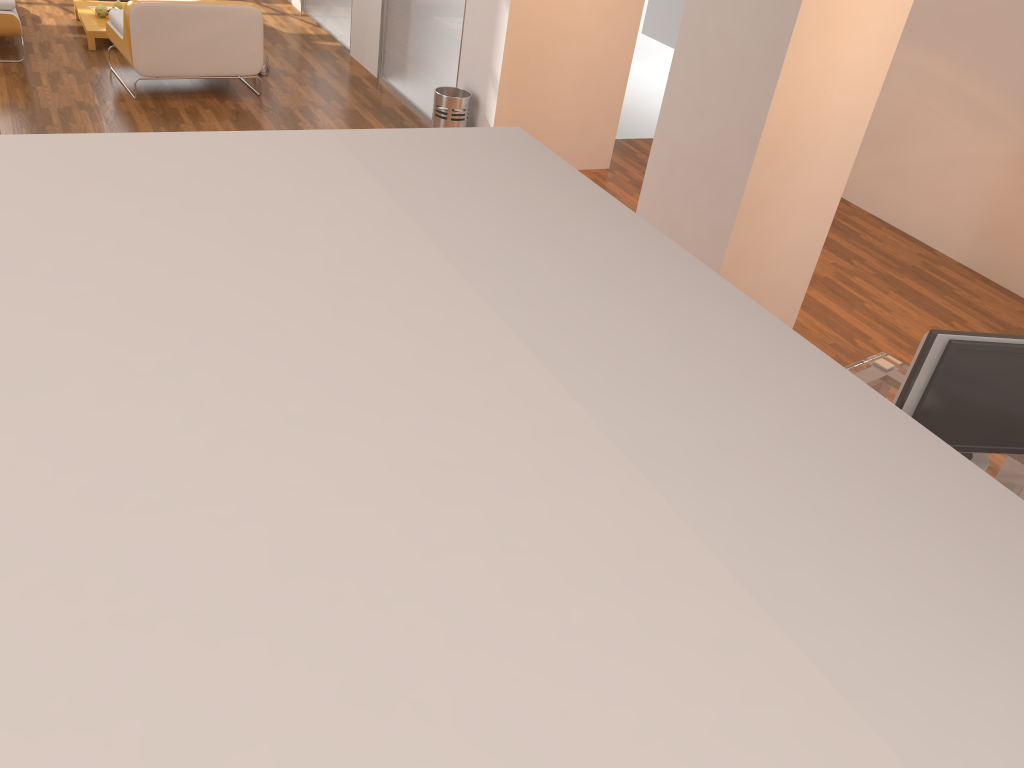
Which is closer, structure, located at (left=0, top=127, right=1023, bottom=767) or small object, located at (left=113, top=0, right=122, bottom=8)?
structure, located at (left=0, top=127, right=1023, bottom=767)

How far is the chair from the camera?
6.0m

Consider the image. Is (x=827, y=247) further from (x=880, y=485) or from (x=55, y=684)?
(x=55, y=684)

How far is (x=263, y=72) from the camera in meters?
7.2 m

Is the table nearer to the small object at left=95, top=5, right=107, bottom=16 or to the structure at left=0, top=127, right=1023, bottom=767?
the small object at left=95, top=5, right=107, bottom=16

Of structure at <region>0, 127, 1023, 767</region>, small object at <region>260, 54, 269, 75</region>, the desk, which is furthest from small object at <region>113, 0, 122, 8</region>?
structure at <region>0, 127, 1023, 767</region>

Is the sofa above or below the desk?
below

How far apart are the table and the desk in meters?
6.5 m

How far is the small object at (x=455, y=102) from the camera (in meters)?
5.85

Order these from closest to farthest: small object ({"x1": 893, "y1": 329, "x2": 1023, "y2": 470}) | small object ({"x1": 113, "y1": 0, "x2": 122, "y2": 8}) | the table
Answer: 1. small object ({"x1": 893, "y1": 329, "x2": 1023, "y2": 470})
2. the table
3. small object ({"x1": 113, "y1": 0, "x2": 122, "y2": 8})
